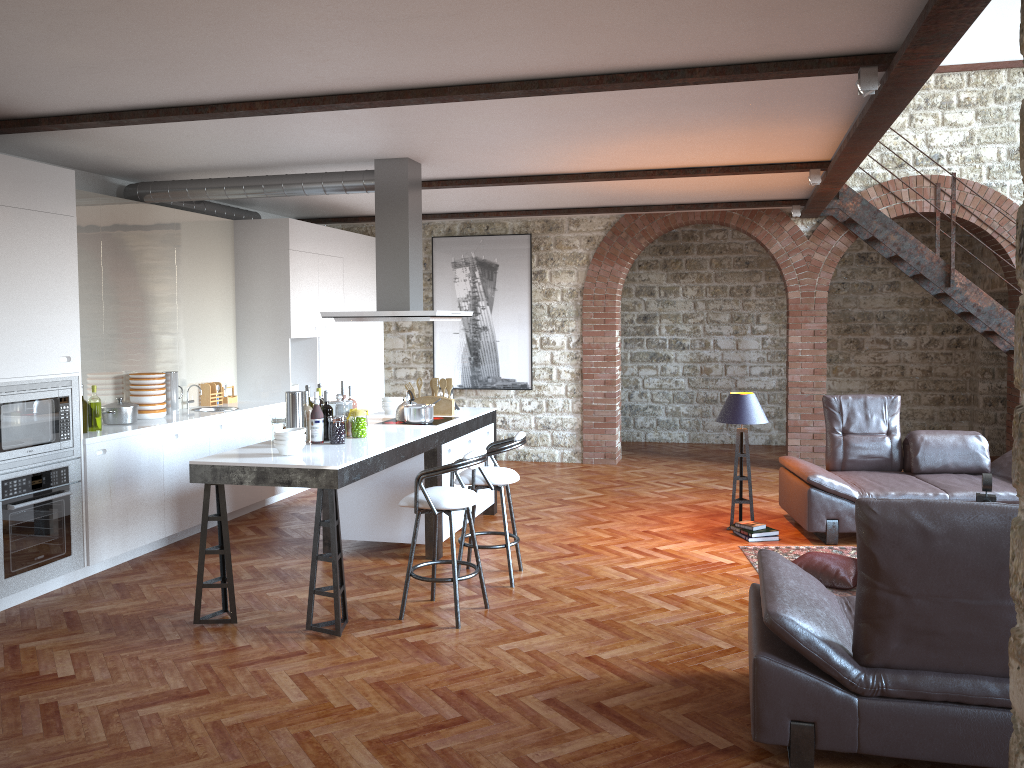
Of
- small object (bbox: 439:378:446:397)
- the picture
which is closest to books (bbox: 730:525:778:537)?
small object (bbox: 439:378:446:397)

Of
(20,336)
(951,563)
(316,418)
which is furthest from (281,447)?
(951,563)

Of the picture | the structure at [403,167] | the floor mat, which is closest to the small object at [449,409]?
the structure at [403,167]

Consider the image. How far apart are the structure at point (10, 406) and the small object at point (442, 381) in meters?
2.7

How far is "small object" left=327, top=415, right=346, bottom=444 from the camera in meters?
5.5 m

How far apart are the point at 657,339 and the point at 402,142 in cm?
688

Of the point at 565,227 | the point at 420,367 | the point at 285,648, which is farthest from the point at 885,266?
the point at 285,648

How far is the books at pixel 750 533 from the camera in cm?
682

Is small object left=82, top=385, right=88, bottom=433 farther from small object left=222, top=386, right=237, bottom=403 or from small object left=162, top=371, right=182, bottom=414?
small object left=222, top=386, right=237, bottom=403

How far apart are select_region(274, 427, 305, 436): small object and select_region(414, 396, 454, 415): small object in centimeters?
212cm
